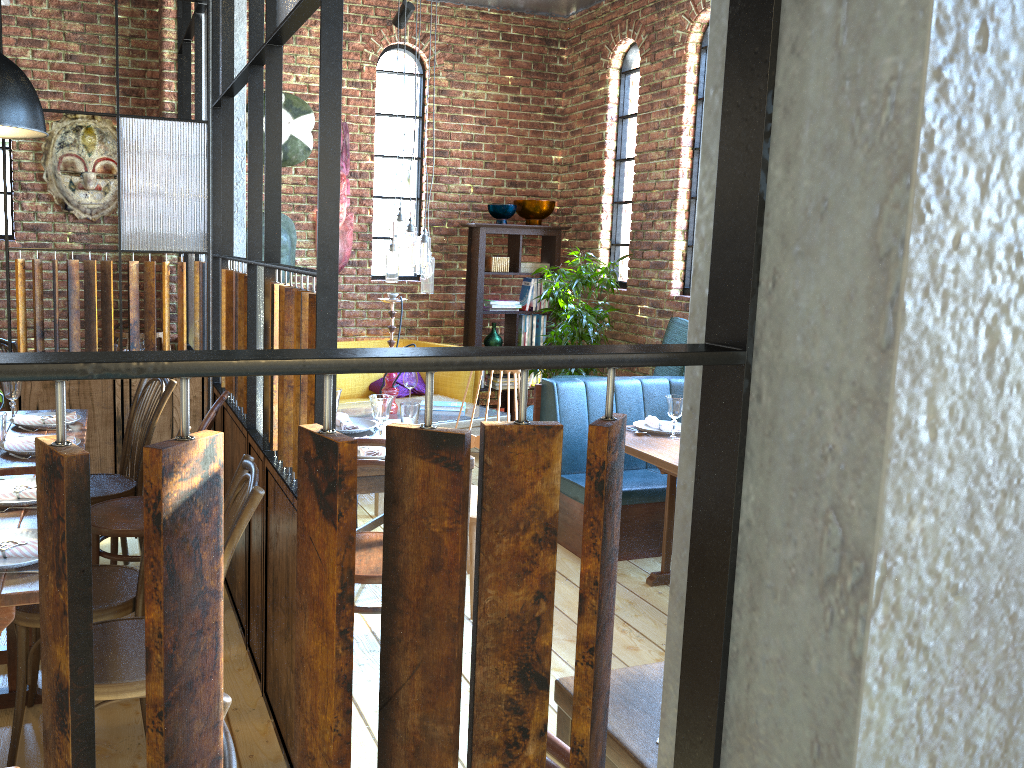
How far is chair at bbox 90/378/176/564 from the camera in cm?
354

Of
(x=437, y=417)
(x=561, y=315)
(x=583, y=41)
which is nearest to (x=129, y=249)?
(x=437, y=417)

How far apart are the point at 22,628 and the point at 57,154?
4.13m

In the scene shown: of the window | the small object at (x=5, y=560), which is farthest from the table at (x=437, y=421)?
the small object at (x=5, y=560)

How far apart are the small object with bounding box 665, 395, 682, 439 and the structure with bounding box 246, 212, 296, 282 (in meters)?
3.36

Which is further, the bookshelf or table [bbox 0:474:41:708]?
the bookshelf

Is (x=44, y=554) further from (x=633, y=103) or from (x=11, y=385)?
(x=633, y=103)

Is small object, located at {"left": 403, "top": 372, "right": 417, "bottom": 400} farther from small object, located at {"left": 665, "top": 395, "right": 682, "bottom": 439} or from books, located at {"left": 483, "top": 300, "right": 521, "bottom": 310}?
small object, located at {"left": 665, "top": 395, "right": 682, "bottom": 439}

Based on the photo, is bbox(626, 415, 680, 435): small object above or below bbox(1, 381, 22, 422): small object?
below

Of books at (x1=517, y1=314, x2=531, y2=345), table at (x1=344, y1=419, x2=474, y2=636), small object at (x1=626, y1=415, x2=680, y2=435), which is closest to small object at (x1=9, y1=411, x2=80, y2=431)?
table at (x1=344, y1=419, x2=474, y2=636)
